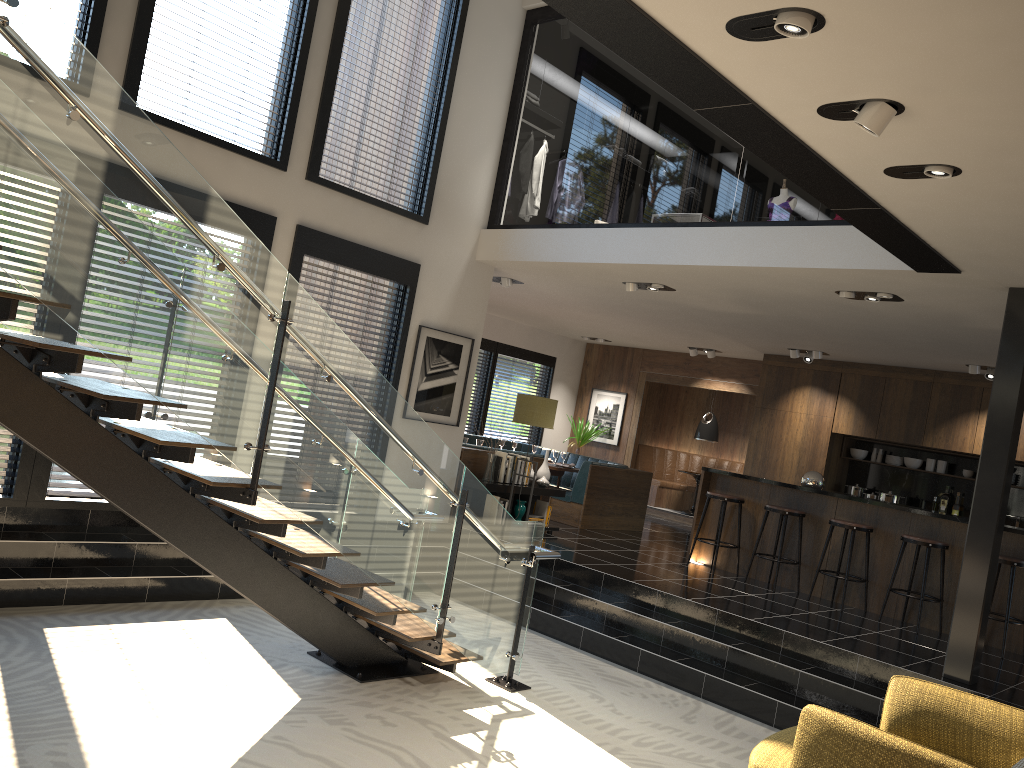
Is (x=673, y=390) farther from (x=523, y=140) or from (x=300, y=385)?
(x=523, y=140)

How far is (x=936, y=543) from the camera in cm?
763

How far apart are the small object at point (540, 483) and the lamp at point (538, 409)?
1.0 meters

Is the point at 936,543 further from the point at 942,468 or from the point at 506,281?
the point at 506,281

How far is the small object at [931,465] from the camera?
11.3 meters

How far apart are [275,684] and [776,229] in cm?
480

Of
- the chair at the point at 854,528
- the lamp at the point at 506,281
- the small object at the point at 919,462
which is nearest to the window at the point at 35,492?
the lamp at the point at 506,281

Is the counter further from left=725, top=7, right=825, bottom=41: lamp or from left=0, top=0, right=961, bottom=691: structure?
left=725, top=7, right=825, bottom=41: lamp

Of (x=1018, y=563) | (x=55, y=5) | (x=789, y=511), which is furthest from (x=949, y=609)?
(x=55, y=5)

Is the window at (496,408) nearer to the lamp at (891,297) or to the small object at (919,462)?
the small object at (919,462)
